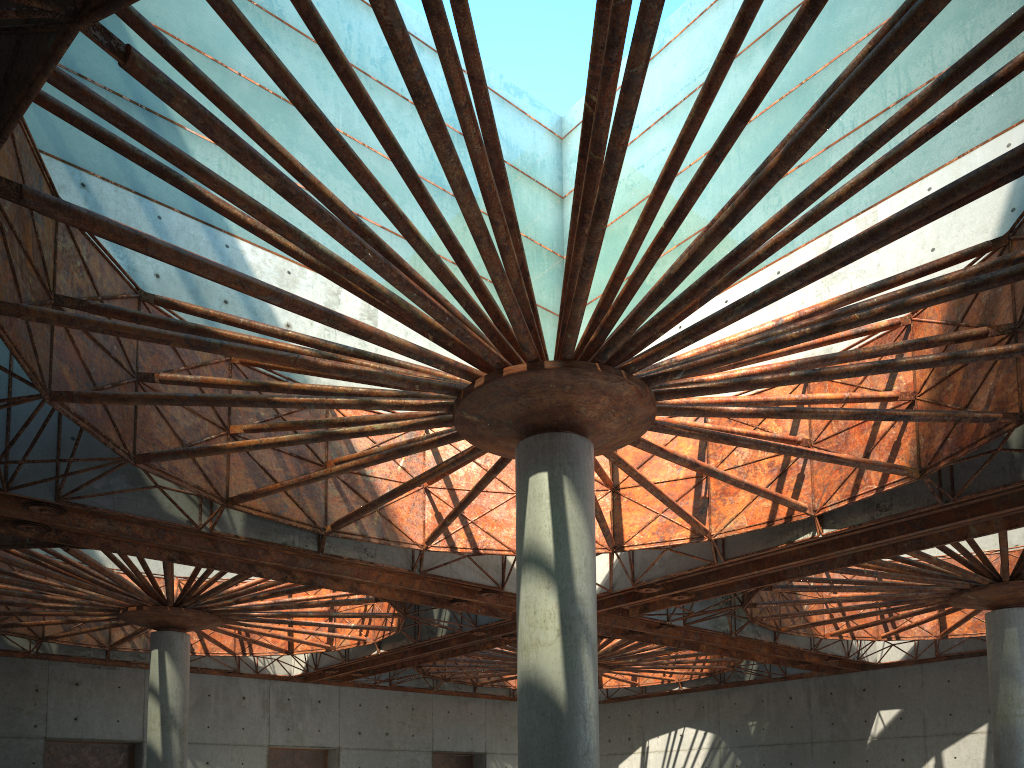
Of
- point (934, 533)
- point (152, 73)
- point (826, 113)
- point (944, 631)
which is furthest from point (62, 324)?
point (944, 631)
